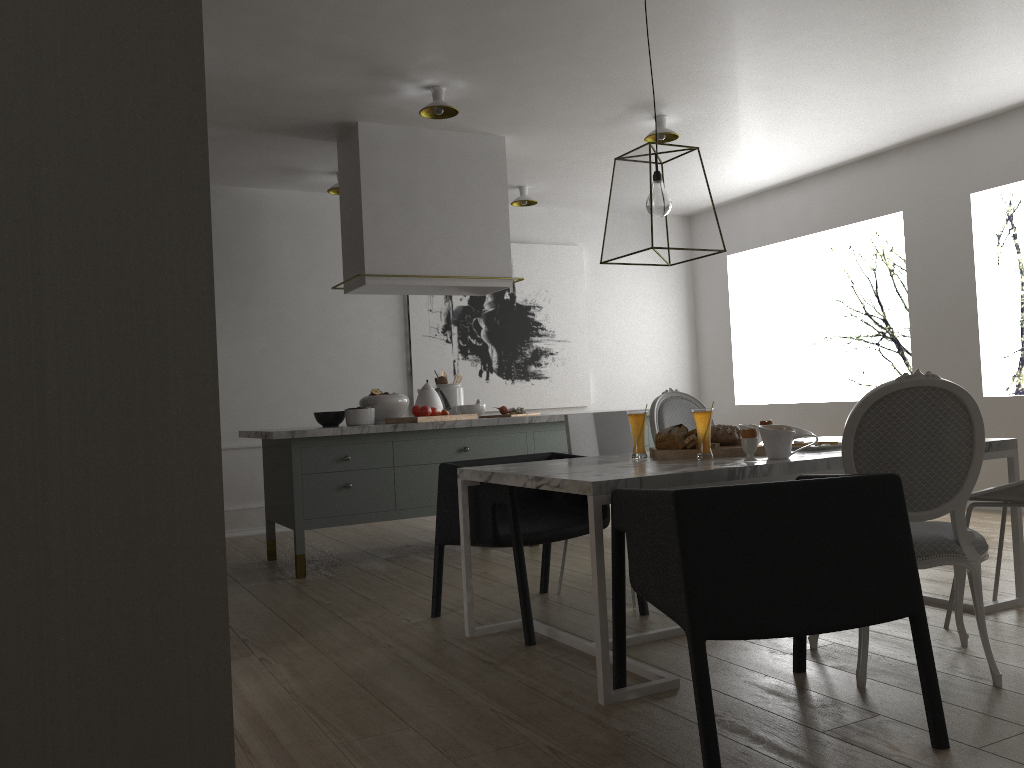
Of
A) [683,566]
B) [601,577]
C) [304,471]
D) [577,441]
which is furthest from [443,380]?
[683,566]

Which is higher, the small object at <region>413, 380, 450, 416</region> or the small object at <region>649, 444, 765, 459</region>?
the small object at <region>413, 380, 450, 416</region>

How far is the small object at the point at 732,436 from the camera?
3.1m

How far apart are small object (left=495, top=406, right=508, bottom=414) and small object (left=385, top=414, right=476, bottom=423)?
0.51m

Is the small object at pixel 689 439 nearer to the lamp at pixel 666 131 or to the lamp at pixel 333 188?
the lamp at pixel 666 131

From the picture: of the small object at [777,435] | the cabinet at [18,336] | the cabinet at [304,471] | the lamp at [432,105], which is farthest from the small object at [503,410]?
the cabinet at [18,336]

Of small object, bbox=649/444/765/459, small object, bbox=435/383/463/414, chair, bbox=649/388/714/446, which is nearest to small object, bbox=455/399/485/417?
small object, bbox=435/383/463/414

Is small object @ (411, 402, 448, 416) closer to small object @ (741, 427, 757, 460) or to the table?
the table

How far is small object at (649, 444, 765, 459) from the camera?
3.0m

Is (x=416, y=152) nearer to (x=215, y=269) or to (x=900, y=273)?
(x=215, y=269)
